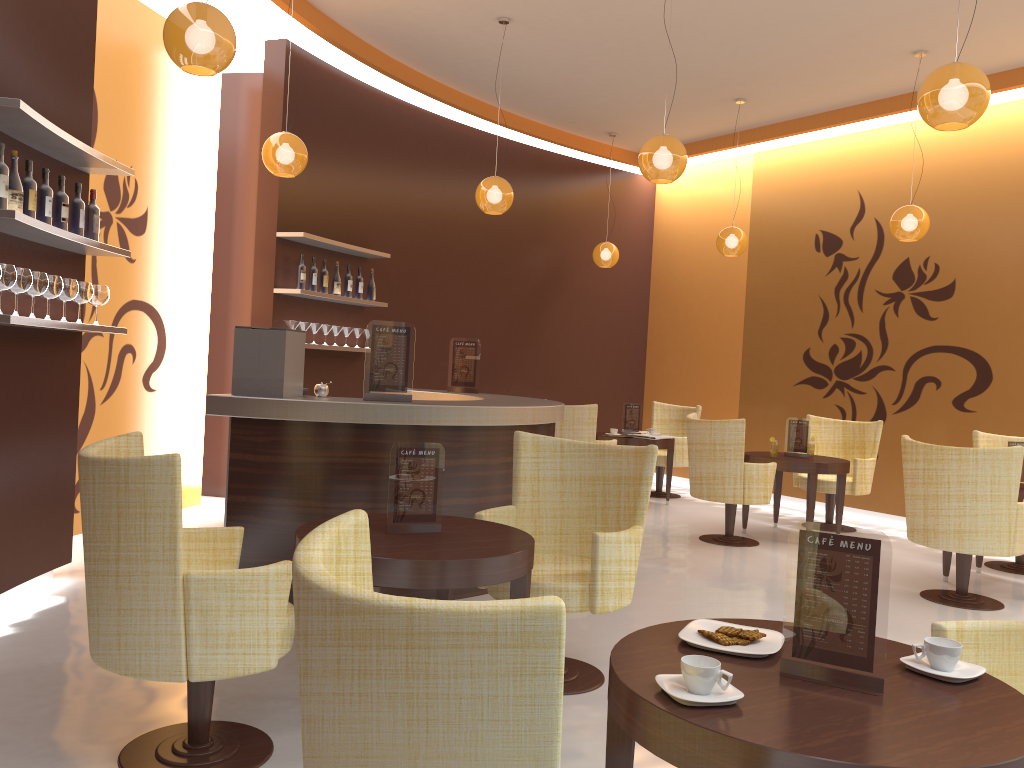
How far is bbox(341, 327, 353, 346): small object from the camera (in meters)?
7.73

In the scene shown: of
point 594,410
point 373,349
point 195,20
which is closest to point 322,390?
point 373,349

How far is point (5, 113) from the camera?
3.7 meters

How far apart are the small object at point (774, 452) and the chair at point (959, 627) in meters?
5.0

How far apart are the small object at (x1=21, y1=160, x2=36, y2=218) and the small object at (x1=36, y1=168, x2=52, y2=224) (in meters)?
0.14

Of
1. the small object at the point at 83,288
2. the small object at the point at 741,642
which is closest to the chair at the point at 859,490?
the small object at the point at 83,288

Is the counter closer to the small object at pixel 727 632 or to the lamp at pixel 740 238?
the small object at pixel 727 632

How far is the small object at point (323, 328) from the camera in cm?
746

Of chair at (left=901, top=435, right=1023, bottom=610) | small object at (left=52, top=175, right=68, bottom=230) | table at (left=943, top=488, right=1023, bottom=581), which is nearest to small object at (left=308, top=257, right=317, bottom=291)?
small object at (left=52, top=175, right=68, bottom=230)

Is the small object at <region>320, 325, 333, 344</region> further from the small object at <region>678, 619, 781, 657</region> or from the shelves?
the small object at <region>678, 619, 781, 657</region>
